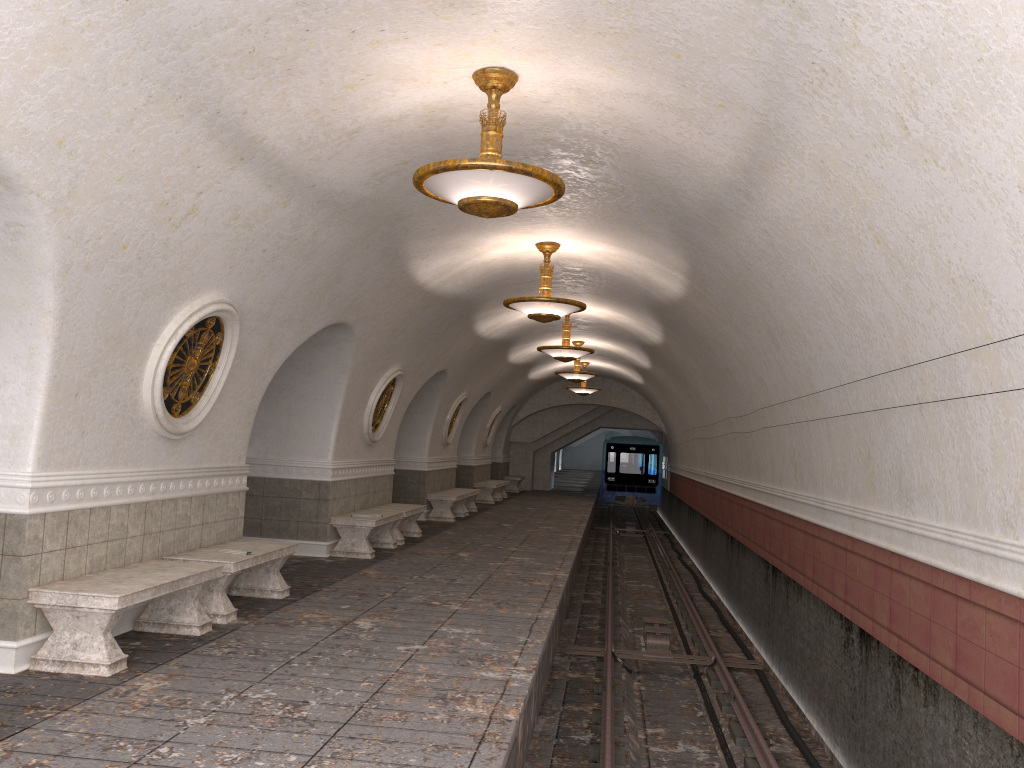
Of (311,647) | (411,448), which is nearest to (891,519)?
(311,647)

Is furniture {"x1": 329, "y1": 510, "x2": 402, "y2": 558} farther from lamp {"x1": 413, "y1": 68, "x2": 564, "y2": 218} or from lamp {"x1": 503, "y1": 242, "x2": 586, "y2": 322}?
lamp {"x1": 413, "y1": 68, "x2": 564, "y2": 218}

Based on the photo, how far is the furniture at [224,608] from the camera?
7.2 meters

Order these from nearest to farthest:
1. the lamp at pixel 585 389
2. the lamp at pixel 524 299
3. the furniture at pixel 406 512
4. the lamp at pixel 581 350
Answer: the lamp at pixel 524 299 < the furniture at pixel 406 512 < the lamp at pixel 581 350 < the lamp at pixel 585 389

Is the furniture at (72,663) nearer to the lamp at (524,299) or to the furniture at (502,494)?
the lamp at (524,299)

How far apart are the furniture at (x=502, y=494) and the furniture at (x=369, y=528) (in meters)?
13.62

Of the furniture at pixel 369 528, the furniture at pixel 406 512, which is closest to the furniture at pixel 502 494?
the furniture at pixel 406 512

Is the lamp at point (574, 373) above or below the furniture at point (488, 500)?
above

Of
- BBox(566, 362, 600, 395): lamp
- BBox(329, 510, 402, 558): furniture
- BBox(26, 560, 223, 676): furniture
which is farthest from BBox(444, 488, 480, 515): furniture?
BBox(26, 560, 223, 676): furniture

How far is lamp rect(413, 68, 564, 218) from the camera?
5.4m
